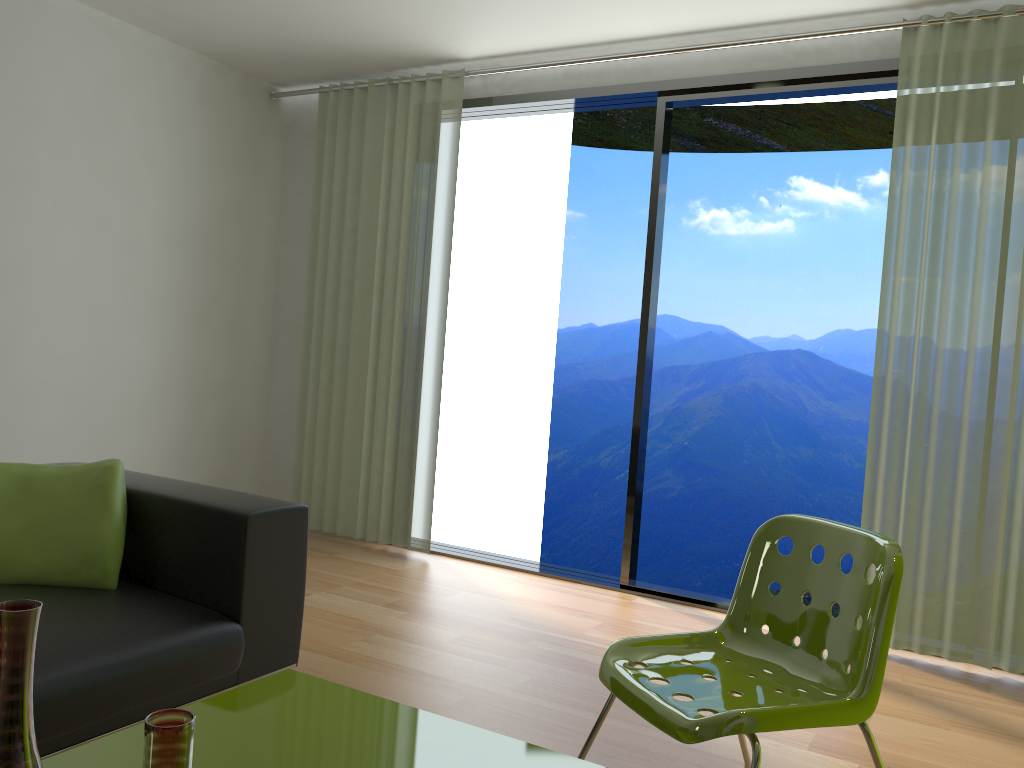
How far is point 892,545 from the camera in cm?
186

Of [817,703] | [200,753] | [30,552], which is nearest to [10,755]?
[200,753]

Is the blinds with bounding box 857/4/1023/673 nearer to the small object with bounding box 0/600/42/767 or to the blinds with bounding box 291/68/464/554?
the blinds with bounding box 291/68/464/554

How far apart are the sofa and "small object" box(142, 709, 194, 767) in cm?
58

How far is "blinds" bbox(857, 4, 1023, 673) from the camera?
3.4 meters

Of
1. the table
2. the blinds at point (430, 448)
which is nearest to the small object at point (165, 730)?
the table

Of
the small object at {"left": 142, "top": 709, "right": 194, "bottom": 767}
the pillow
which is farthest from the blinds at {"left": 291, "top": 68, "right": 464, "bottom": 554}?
the small object at {"left": 142, "top": 709, "right": 194, "bottom": 767}

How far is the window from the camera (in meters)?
3.91

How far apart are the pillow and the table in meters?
0.7

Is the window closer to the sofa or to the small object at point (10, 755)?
the sofa
